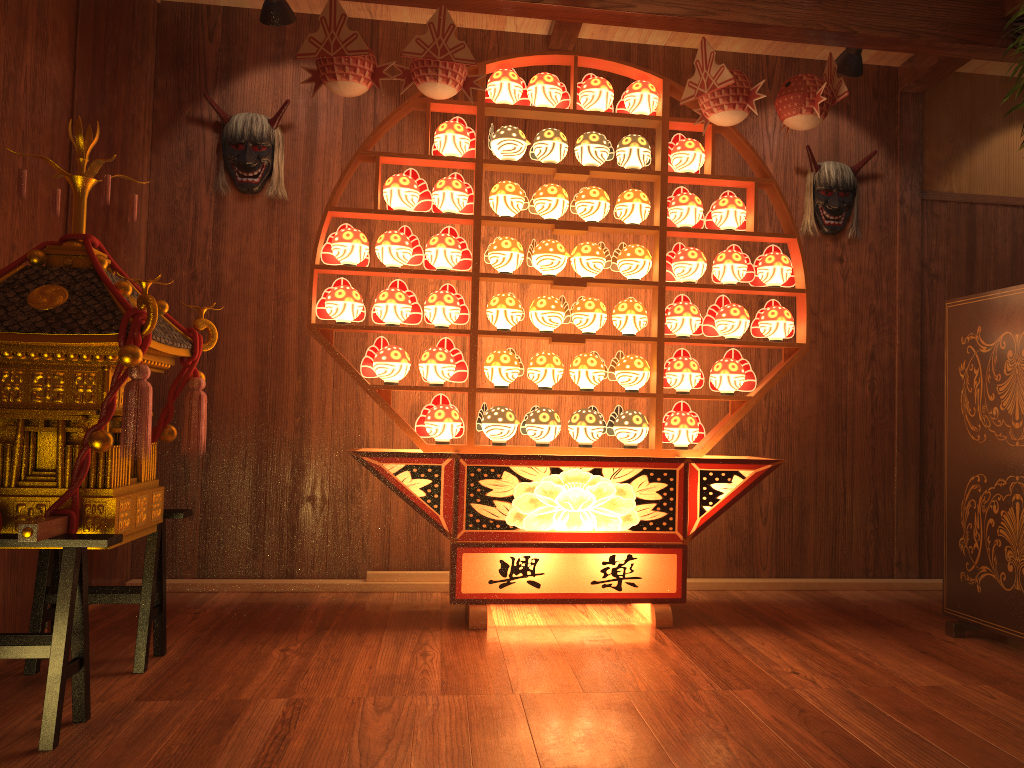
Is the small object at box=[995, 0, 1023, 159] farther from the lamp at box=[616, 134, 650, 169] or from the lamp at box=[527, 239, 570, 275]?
the lamp at box=[527, 239, 570, 275]

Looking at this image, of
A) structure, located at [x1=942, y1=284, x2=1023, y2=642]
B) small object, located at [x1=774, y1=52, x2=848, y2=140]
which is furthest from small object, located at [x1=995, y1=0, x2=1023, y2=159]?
structure, located at [x1=942, y1=284, x2=1023, y2=642]

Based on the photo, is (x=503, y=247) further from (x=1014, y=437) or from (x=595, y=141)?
(x=1014, y=437)

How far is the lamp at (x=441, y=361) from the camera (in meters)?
3.36

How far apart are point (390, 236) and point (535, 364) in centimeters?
74cm

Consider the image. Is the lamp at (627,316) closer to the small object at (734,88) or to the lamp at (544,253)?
the lamp at (544,253)

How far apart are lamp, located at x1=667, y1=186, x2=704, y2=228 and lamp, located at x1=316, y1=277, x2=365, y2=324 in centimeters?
127cm

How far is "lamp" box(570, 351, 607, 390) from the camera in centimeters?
340cm

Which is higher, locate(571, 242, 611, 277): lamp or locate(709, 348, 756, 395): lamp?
locate(571, 242, 611, 277): lamp

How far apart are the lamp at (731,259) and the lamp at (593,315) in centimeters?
49cm
